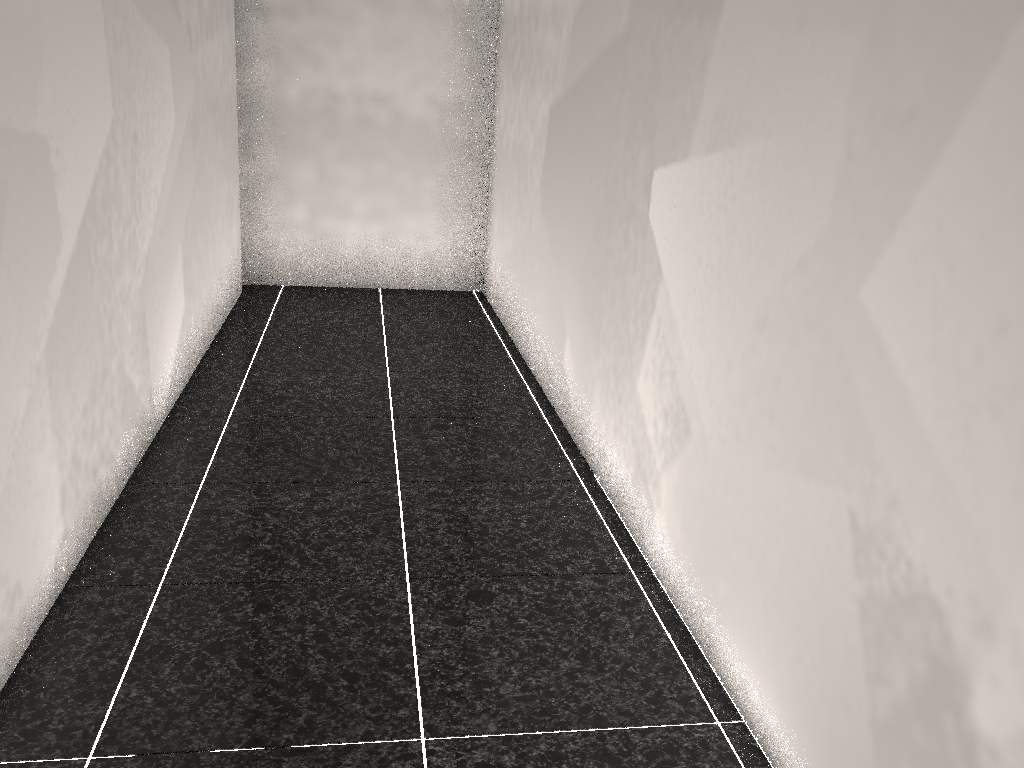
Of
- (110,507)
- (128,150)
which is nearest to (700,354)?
(110,507)

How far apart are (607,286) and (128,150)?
1.5m
